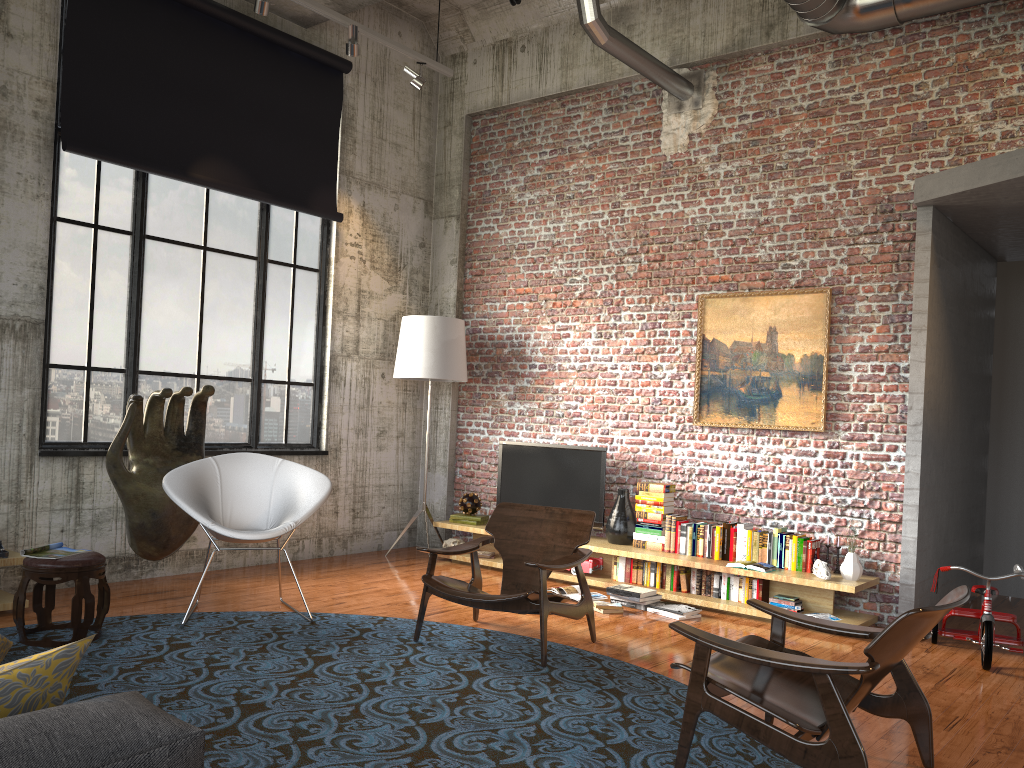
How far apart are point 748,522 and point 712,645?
3.7m

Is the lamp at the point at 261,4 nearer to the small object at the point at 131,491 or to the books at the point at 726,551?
the small object at the point at 131,491

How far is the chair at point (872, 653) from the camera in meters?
3.1 m

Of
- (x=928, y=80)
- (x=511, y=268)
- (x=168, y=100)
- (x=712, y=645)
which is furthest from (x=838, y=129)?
(x=168, y=100)

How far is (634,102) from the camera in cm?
781

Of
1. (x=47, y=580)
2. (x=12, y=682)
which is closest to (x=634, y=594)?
(x=47, y=580)

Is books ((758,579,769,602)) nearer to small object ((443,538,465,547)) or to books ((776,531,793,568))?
books ((776,531,793,568))

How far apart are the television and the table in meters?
3.9 m

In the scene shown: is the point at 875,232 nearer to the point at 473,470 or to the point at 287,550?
the point at 473,470

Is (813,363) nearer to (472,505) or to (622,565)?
(622,565)
